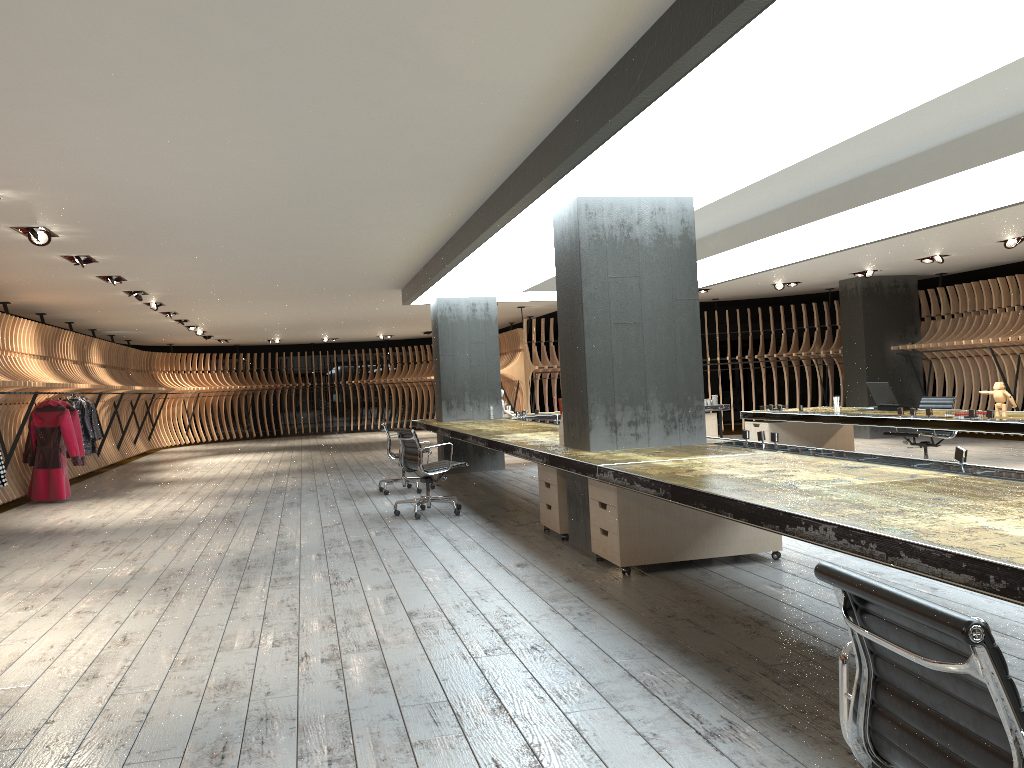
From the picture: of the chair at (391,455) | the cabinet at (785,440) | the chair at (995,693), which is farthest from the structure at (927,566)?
the cabinet at (785,440)

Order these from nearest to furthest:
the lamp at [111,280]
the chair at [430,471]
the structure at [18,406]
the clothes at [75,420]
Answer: the chair at [430,471]
the lamp at [111,280]
the clothes at [75,420]
the structure at [18,406]

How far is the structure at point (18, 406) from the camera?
12.0 meters

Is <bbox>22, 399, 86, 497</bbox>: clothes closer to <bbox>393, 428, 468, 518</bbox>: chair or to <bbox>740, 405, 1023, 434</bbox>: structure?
<bbox>393, 428, 468, 518</bbox>: chair

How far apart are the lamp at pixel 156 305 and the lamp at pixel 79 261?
4.37m

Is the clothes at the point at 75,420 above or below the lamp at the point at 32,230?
below

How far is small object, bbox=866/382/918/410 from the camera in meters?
9.4

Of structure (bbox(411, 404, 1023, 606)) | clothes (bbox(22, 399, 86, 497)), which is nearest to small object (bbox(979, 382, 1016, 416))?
structure (bbox(411, 404, 1023, 606))

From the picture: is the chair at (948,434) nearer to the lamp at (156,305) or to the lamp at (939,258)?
the lamp at (939,258)

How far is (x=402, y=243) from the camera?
9.3m
